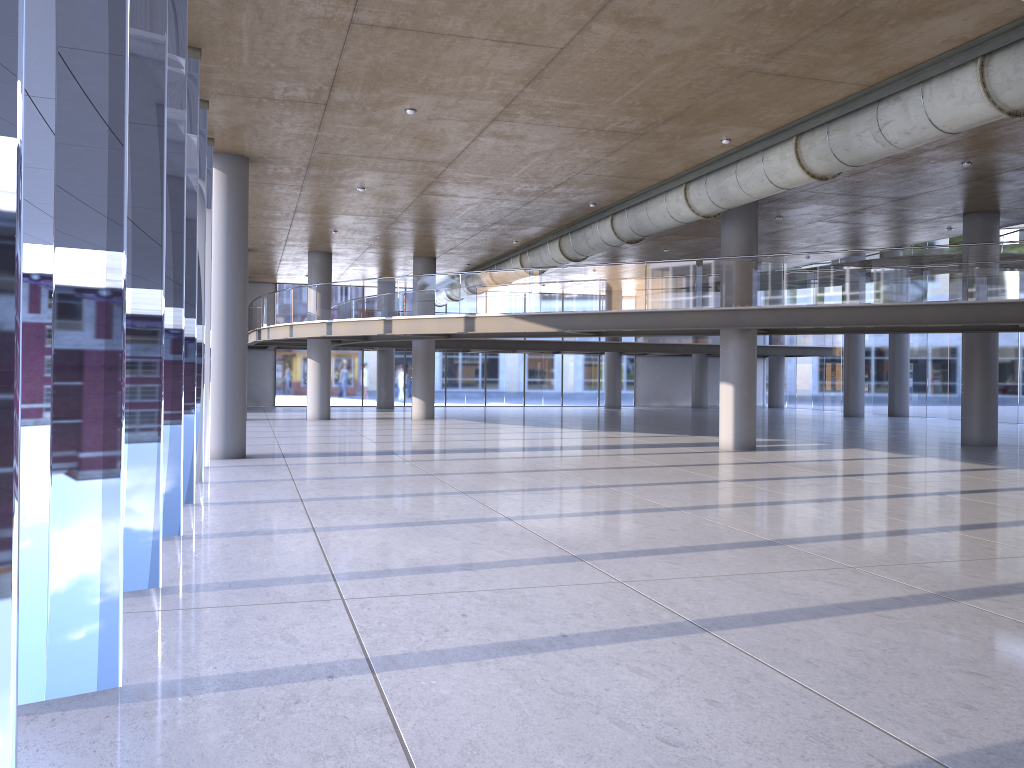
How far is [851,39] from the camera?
10.4 meters
